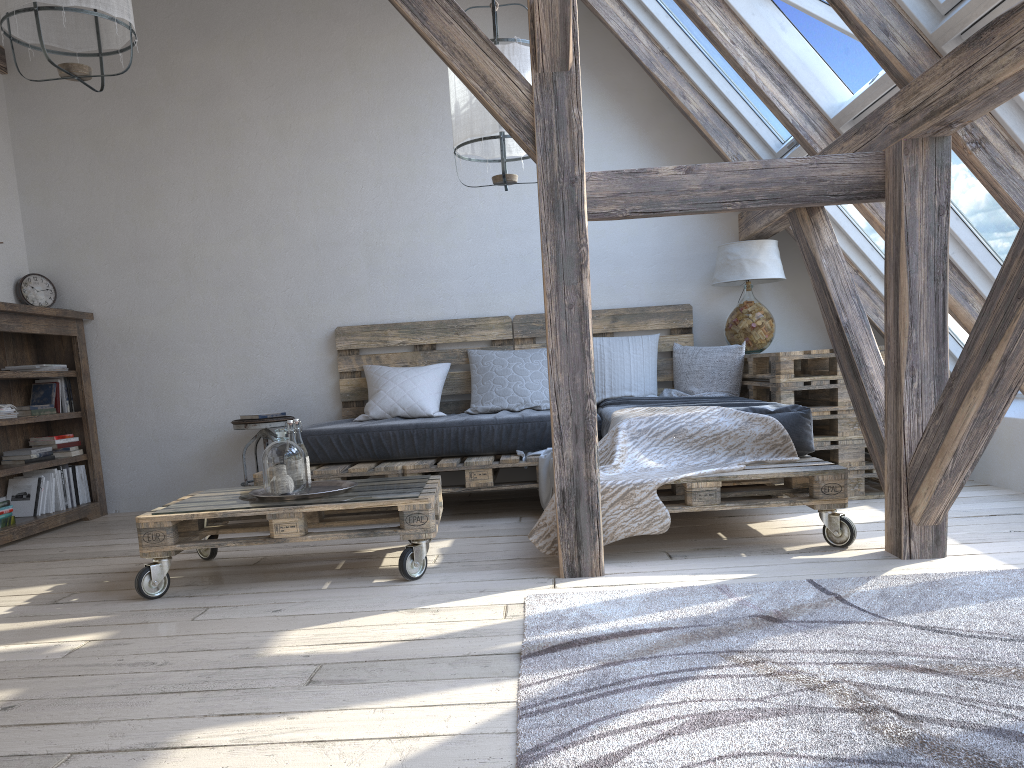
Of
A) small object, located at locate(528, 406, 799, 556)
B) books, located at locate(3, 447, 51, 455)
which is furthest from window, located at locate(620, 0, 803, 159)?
books, located at locate(3, 447, 51, 455)

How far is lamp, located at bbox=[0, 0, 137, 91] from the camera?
2.82m

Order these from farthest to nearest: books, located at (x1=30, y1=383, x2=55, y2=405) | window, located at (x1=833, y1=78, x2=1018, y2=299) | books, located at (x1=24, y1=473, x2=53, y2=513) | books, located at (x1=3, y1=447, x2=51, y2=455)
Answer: books, located at (x1=30, y1=383, x2=55, y2=405) → books, located at (x1=24, y1=473, x2=53, y2=513) → books, located at (x1=3, y1=447, x2=51, y2=455) → window, located at (x1=833, y1=78, x2=1018, y2=299)

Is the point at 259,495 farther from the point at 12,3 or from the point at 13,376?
the point at 13,376

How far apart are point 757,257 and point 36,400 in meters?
4.0 m

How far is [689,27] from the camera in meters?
4.5

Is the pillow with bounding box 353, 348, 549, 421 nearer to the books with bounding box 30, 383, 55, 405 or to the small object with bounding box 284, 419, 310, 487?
the small object with bounding box 284, 419, 310, 487

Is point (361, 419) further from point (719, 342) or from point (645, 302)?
point (719, 342)

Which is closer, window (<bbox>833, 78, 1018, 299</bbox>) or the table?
window (<bbox>833, 78, 1018, 299</bbox>)

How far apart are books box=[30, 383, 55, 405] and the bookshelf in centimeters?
6cm
